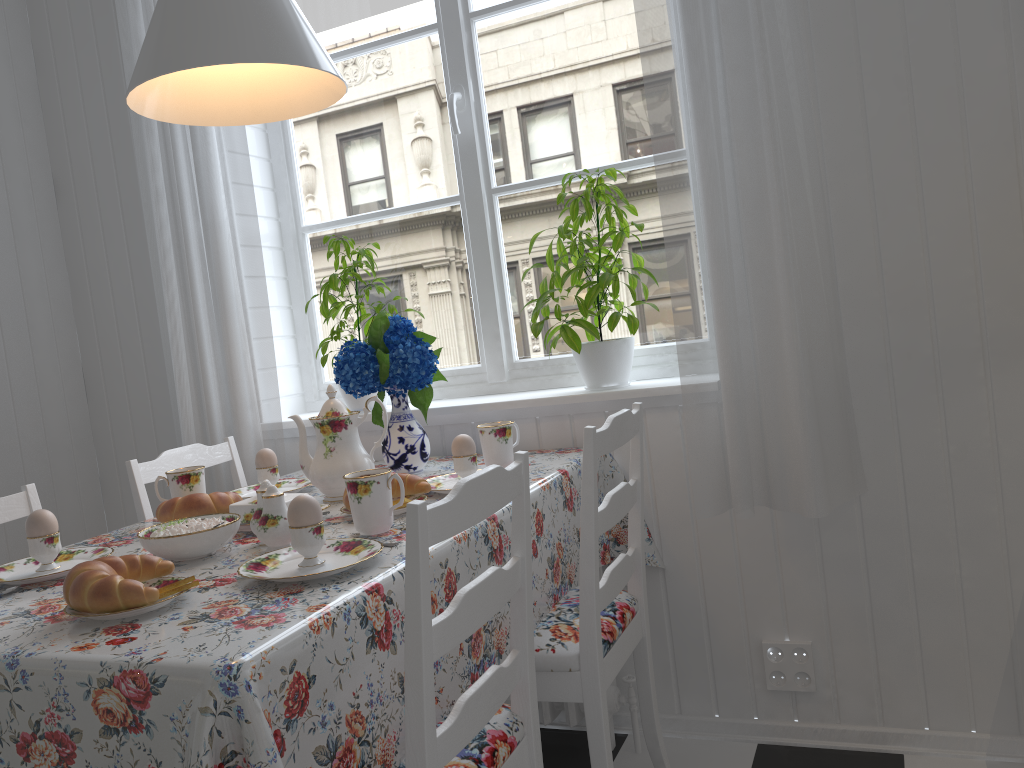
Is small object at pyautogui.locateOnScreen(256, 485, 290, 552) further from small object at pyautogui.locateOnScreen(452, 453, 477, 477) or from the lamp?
the lamp

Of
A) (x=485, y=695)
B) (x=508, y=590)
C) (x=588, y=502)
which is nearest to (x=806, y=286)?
(x=588, y=502)

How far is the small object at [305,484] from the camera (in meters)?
1.95

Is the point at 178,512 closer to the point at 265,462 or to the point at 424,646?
the point at 265,462

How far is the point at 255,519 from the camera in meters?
1.4

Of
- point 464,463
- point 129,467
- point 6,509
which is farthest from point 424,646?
point 129,467

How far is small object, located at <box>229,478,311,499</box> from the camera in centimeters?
195cm

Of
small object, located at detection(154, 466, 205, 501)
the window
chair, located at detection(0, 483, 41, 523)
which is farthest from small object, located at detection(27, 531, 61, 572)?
the window

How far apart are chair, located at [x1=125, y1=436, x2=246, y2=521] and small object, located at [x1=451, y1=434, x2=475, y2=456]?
0.69m

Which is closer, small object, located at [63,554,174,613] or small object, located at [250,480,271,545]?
small object, located at [63,554,174,613]
